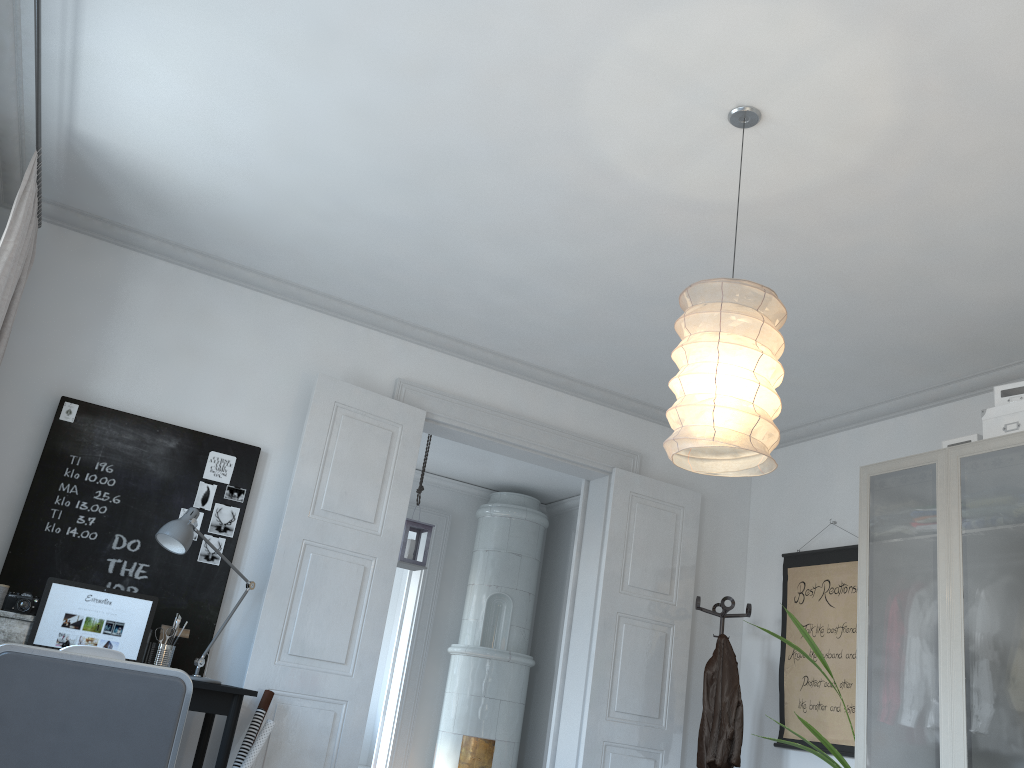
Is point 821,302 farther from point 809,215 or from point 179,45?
point 179,45

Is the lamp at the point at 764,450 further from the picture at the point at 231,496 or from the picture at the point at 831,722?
the picture at the point at 831,722

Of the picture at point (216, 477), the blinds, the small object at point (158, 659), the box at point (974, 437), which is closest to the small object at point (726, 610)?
the box at point (974, 437)

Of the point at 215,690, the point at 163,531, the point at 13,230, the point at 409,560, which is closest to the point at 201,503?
the point at 163,531

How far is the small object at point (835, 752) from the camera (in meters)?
4.16

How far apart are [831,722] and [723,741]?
0.60m

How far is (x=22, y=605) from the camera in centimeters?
358cm

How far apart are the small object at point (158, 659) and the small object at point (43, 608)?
0.1 meters

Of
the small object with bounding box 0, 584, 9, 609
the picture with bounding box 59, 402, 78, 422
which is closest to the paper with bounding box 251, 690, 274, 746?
the small object with bounding box 0, 584, 9, 609

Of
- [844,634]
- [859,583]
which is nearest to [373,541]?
[859,583]
